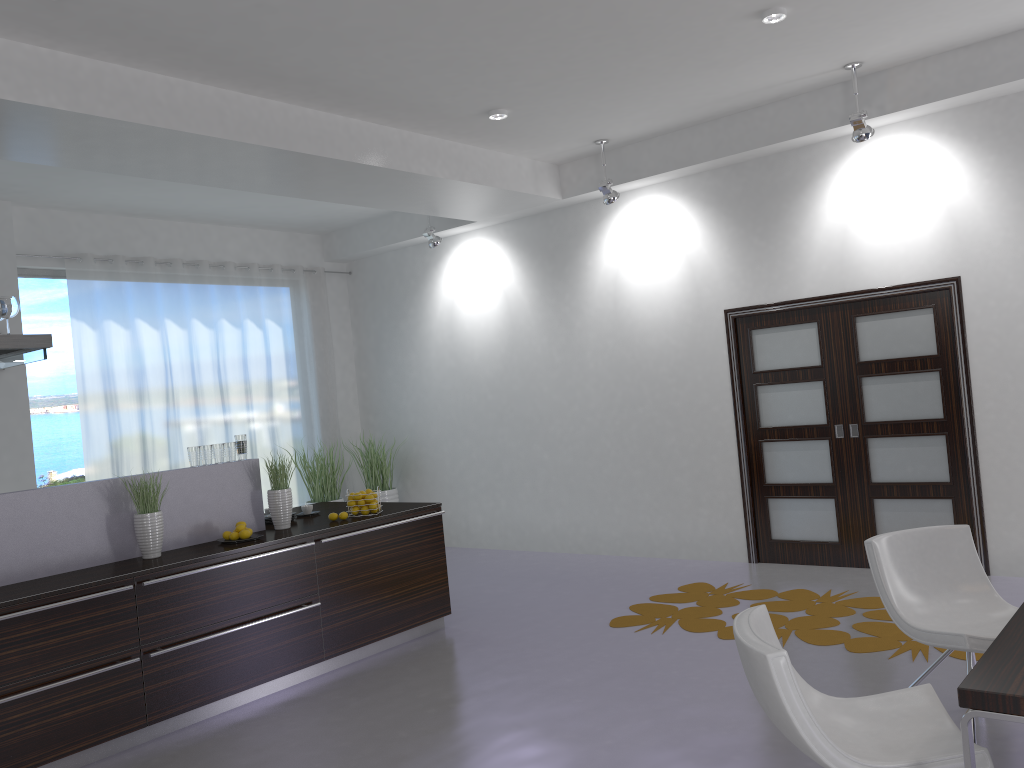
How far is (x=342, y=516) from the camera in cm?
561

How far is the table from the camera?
2.00m

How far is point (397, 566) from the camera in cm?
572

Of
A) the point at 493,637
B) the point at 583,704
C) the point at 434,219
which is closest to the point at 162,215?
the point at 434,219

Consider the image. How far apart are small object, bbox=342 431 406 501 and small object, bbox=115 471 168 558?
4.3m

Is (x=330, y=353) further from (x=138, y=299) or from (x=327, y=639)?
(x=327, y=639)

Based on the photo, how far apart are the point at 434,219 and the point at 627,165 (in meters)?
2.25

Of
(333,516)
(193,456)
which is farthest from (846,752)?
(193,456)

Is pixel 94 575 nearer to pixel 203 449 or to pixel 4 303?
pixel 203 449

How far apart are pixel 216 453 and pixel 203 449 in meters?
0.1 m
